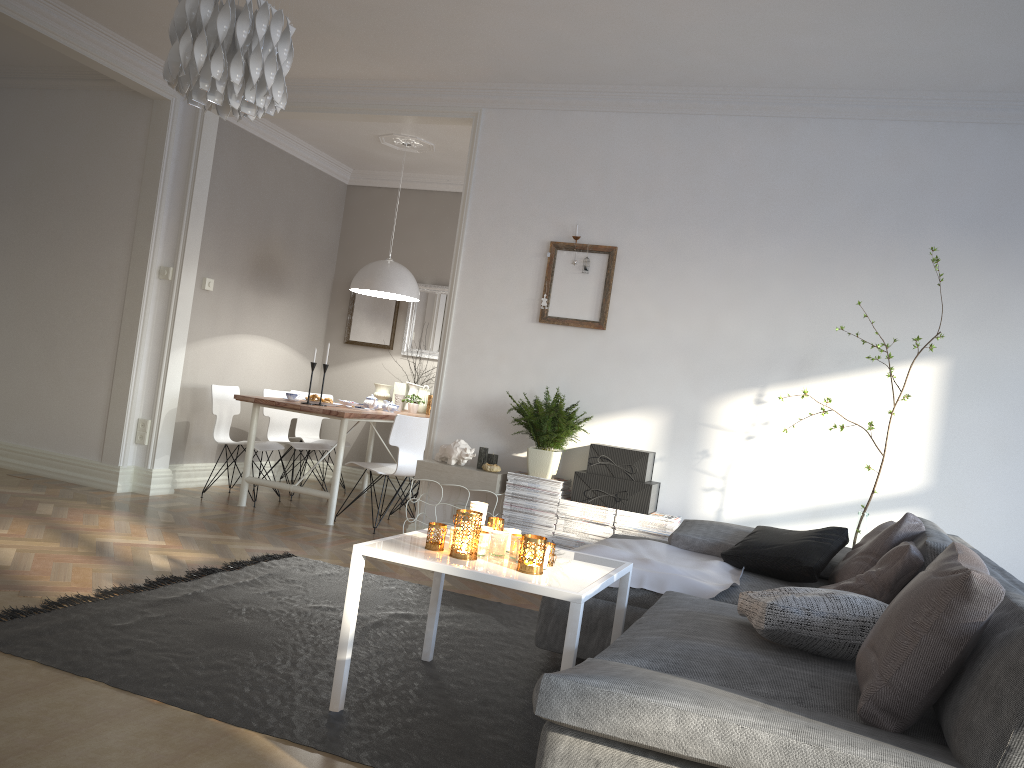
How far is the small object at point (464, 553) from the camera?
2.7m

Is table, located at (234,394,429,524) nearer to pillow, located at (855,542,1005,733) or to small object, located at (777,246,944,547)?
small object, located at (777,246,944,547)

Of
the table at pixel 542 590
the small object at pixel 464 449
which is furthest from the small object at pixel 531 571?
the small object at pixel 464 449

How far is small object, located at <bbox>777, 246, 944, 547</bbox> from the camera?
4.1 meters

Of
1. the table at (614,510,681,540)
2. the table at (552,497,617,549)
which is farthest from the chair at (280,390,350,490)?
the table at (614,510,681,540)

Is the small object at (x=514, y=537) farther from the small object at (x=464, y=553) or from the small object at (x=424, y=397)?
the small object at (x=424, y=397)

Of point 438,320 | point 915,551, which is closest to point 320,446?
point 438,320

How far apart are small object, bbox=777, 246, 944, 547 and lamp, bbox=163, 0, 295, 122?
3.1m

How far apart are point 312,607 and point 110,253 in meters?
3.5

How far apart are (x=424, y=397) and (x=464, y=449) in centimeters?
256cm
